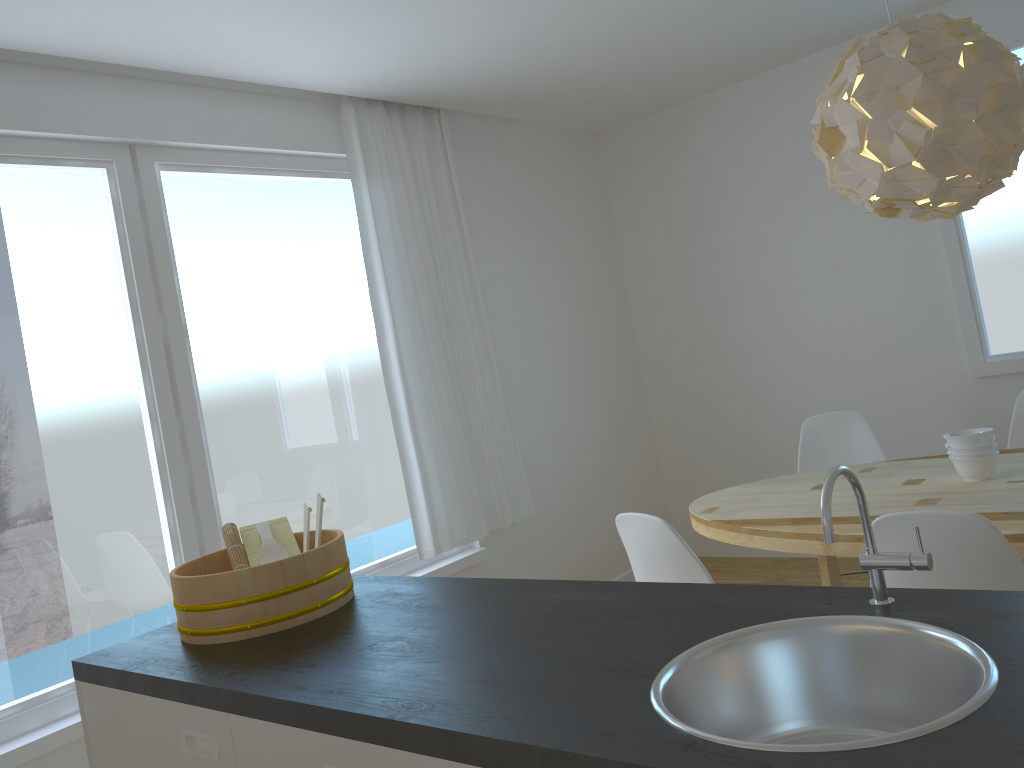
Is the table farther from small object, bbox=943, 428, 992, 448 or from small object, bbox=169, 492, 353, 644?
small object, bbox=169, 492, 353, 644

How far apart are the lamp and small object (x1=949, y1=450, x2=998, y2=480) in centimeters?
80cm

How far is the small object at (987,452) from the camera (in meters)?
2.88

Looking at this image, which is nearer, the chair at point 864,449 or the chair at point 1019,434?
the chair at point 1019,434

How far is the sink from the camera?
1.1m

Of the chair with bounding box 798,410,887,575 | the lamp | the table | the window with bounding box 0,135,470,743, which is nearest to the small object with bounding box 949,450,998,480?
the table

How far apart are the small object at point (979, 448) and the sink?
1.92m

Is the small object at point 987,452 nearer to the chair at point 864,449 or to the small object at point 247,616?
the chair at point 864,449

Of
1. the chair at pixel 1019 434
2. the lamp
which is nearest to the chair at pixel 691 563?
the lamp

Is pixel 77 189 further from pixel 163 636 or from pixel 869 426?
pixel 869 426
